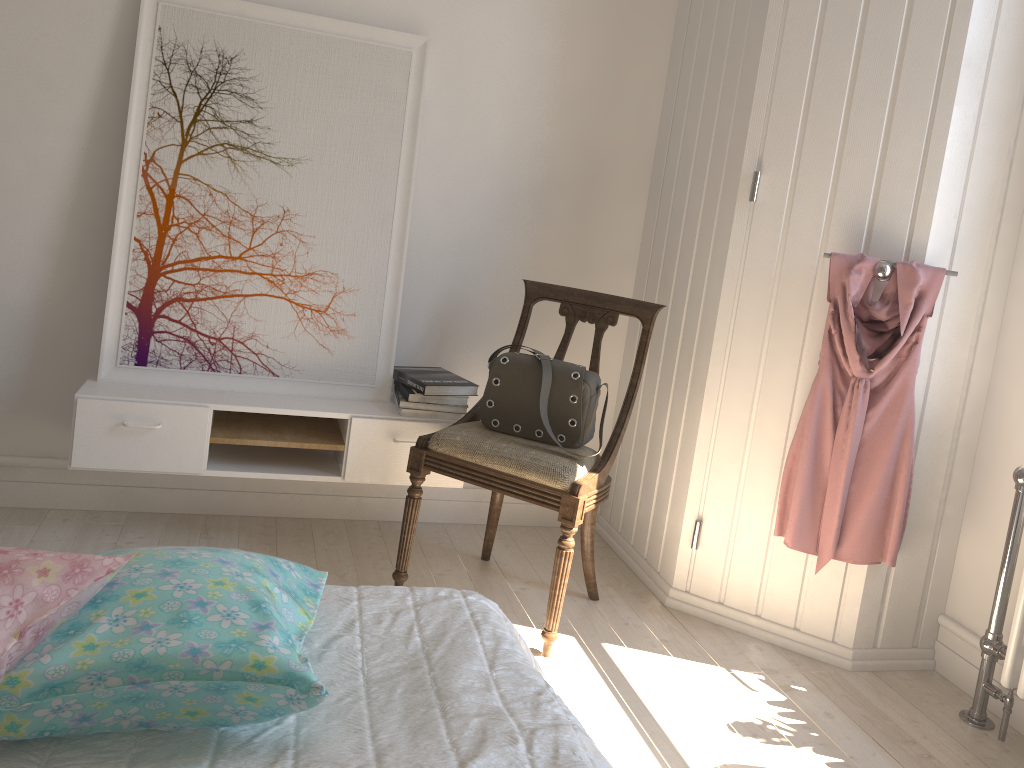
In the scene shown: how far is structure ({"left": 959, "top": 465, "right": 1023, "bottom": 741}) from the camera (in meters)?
2.11

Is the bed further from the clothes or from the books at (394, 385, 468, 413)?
the books at (394, 385, 468, 413)

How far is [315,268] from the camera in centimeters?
271cm

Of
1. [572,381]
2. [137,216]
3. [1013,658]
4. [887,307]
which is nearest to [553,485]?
[572,381]

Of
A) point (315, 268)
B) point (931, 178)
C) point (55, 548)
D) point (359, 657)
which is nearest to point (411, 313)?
point (315, 268)

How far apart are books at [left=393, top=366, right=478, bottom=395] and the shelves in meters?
0.1

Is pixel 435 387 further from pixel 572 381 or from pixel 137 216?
pixel 137 216

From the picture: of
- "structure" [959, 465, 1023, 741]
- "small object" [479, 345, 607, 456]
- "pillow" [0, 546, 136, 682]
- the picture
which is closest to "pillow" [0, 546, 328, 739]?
"pillow" [0, 546, 136, 682]

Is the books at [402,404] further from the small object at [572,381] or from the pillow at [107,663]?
the pillow at [107,663]

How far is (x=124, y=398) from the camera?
2.43m
